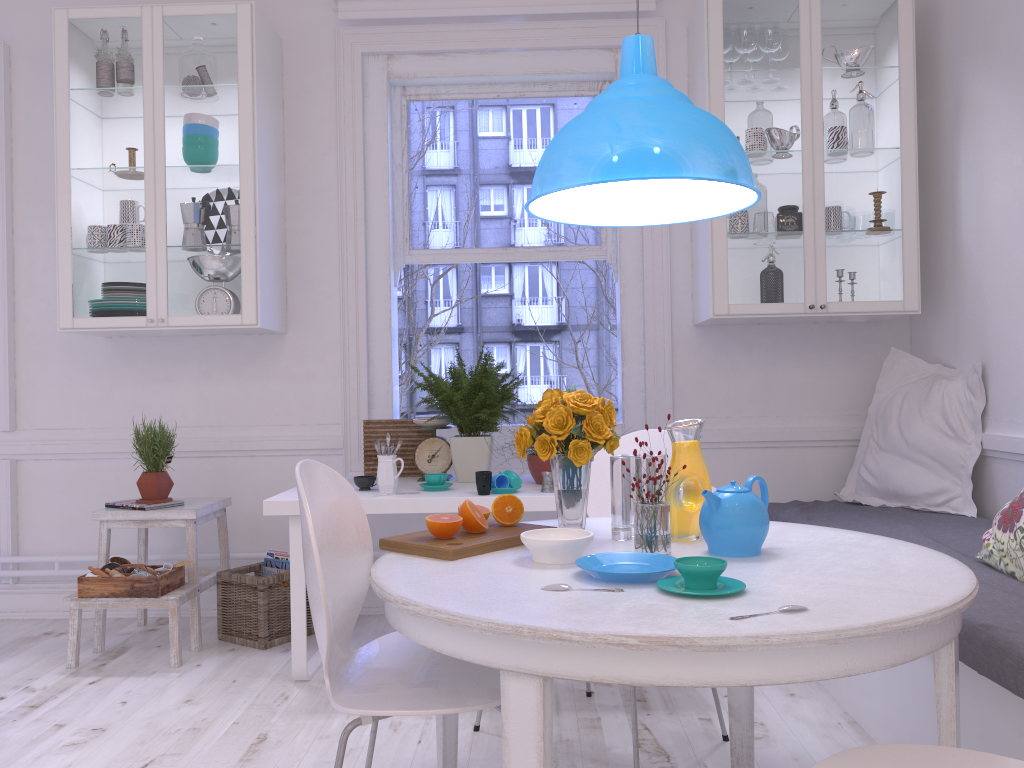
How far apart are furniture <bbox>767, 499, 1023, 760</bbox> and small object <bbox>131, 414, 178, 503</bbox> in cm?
235

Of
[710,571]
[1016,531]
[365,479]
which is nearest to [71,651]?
[365,479]

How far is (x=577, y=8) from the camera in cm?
382

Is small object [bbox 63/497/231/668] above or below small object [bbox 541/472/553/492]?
below

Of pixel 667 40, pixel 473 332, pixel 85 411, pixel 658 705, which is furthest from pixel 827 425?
pixel 473 332

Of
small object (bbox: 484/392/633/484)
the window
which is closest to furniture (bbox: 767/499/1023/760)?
the window

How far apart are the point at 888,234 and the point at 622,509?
2.1 meters

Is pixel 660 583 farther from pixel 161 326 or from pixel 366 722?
pixel 161 326

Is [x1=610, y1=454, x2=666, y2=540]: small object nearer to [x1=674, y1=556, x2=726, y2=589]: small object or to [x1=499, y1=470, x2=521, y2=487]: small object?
[x1=674, y1=556, x2=726, y2=589]: small object

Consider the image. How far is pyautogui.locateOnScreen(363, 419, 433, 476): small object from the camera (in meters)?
3.61
